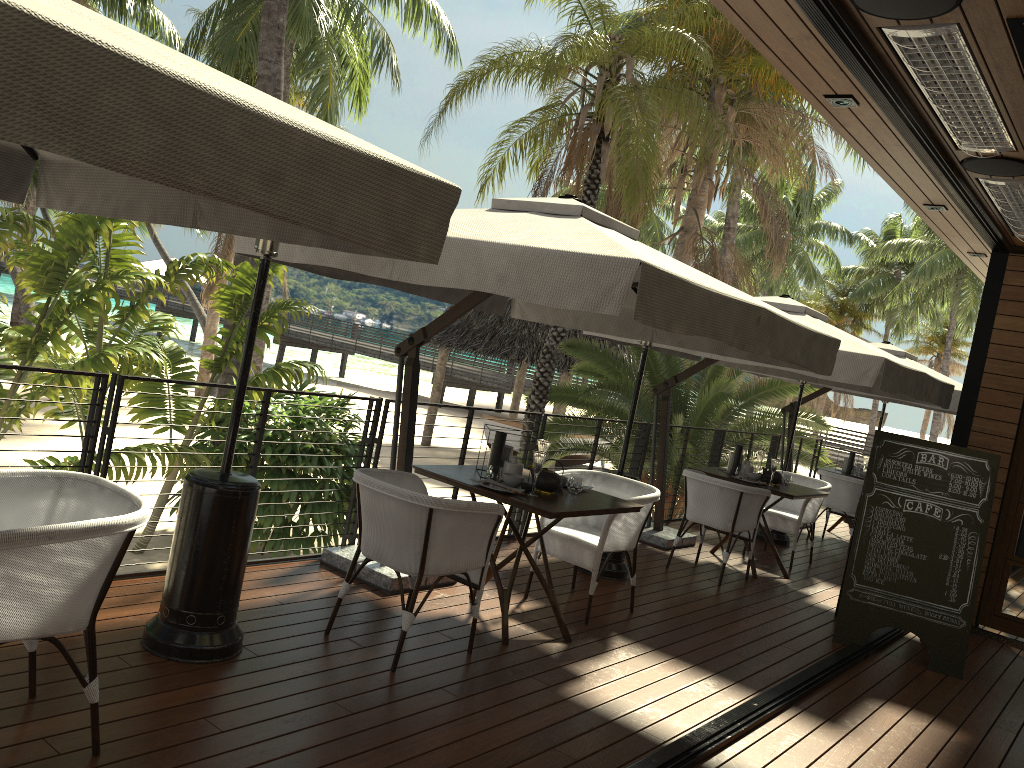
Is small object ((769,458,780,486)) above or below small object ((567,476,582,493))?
above

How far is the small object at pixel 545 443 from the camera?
5.0m

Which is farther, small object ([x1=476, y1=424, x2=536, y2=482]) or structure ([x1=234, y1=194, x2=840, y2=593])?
small object ([x1=476, y1=424, x2=536, y2=482])

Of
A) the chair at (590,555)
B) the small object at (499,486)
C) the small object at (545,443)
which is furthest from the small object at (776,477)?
the small object at (499,486)

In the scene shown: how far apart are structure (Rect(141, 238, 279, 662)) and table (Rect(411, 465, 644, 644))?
1.1m

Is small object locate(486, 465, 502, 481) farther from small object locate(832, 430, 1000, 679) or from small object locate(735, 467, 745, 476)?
small object locate(735, 467, 745, 476)

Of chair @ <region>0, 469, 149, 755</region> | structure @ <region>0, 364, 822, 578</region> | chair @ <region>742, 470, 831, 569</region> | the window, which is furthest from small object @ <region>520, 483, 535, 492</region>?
the window

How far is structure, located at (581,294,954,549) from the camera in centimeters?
590cm

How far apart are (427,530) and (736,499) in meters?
3.5

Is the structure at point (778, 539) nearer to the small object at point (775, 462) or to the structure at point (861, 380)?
the structure at point (861, 380)
